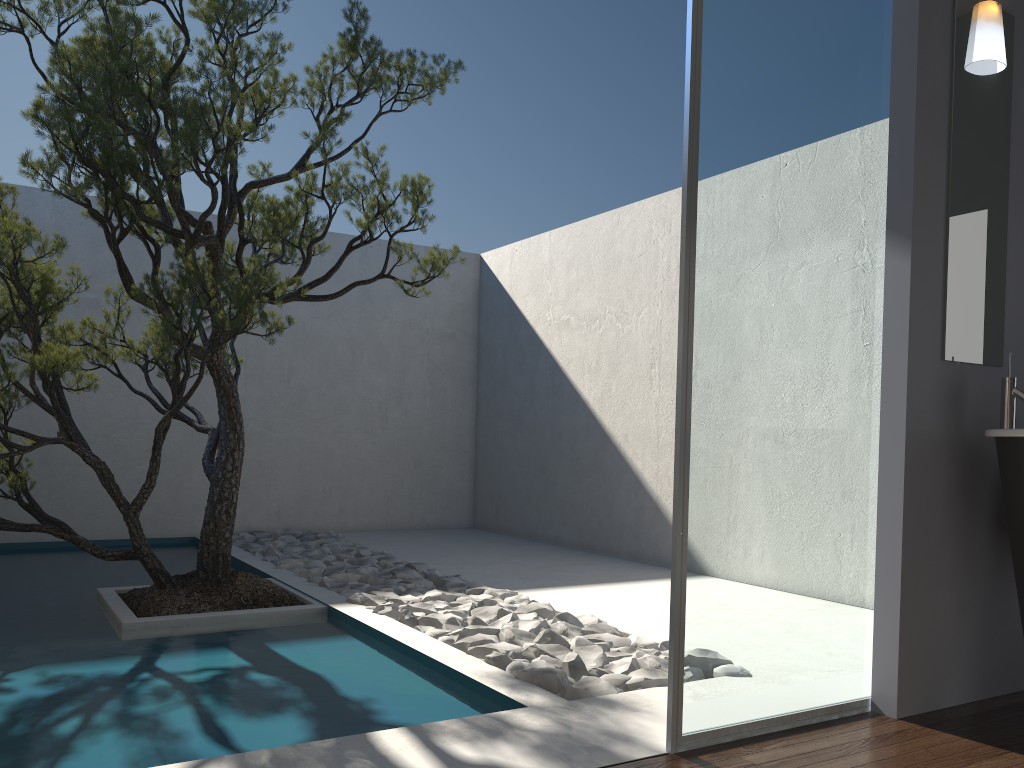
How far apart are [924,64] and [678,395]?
1.52m

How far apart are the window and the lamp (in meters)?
0.33

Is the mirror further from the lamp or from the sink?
the sink

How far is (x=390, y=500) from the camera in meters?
8.4 m

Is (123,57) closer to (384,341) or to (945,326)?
(945,326)

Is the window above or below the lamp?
Result: below

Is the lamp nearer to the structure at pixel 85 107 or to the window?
the window

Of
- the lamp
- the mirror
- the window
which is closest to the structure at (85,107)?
the window

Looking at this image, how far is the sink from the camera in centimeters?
276cm

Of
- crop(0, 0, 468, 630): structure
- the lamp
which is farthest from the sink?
crop(0, 0, 468, 630): structure
